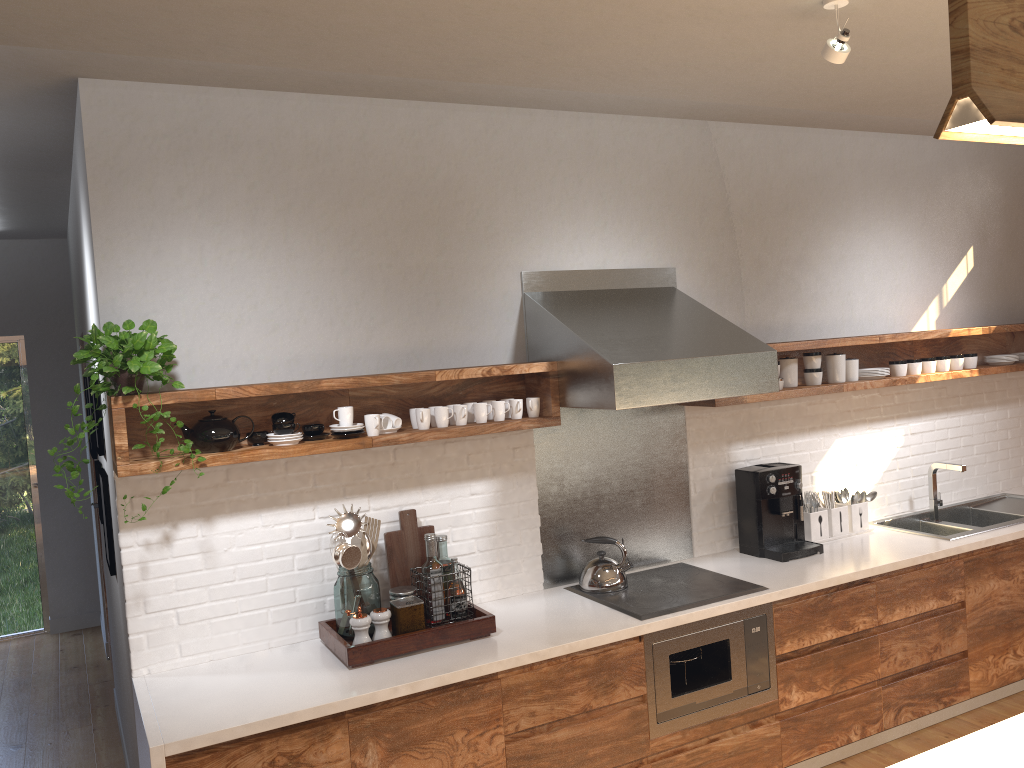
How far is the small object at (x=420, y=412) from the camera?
3.3 meters

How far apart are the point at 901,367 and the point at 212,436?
3.3 meters

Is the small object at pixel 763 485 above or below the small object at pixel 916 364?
below

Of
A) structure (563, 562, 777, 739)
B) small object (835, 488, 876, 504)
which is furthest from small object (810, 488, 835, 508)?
structure (563, 562, 777, 739)

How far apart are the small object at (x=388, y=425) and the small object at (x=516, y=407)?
0.5m

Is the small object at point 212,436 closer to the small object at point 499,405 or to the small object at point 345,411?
the small object at point 345,411

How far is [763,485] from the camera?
4.0m

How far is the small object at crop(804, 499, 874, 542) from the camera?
4.2 meters

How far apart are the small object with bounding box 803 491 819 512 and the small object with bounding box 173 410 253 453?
2.7m

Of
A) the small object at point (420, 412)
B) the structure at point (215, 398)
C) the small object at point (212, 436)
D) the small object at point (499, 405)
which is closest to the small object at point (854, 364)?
the structure at point (215, 398)
